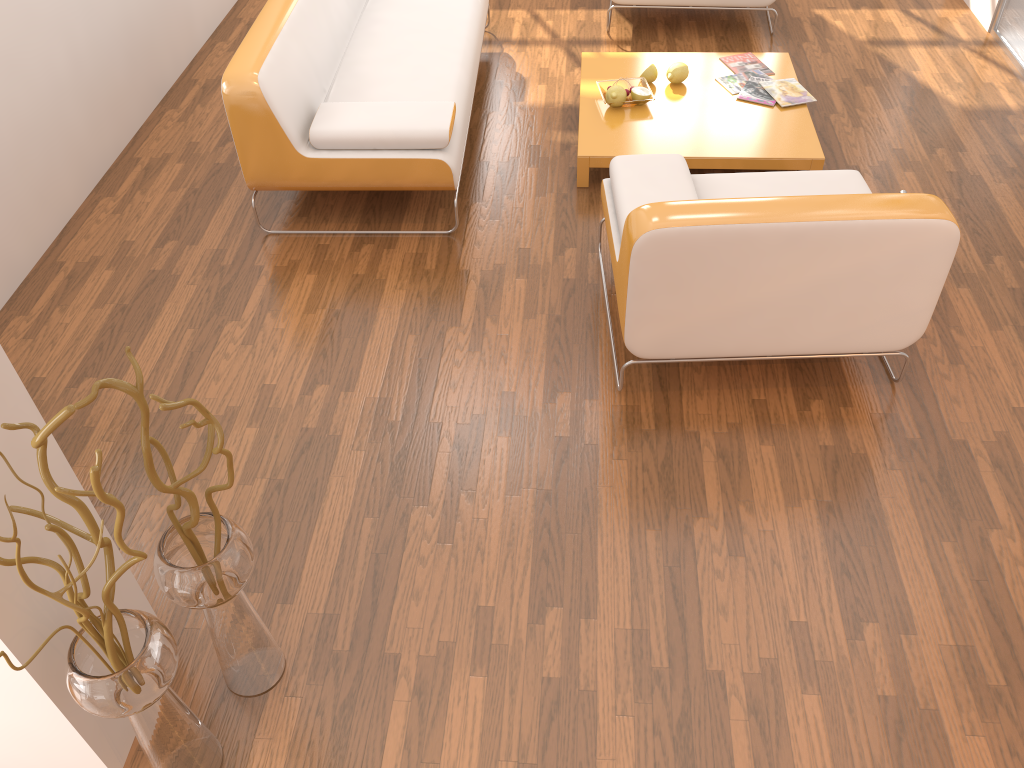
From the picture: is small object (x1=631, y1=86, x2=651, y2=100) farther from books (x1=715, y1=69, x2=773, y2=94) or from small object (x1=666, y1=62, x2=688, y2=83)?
books (x1=715, y1=69, x2=773, y2=94)

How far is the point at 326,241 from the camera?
3.5m

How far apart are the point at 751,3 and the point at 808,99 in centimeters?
104cm

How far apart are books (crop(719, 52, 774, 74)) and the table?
0.0 meters

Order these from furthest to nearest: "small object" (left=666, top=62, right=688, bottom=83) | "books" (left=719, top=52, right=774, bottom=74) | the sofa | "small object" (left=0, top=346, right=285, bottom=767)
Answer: "books" (left=719, top=52, right=774, bottom=74) < "small object" (left=666, top=62, right=688, bottom=83) < the sofa < "small object" (left=0, top=346, right=285, bottom=767)

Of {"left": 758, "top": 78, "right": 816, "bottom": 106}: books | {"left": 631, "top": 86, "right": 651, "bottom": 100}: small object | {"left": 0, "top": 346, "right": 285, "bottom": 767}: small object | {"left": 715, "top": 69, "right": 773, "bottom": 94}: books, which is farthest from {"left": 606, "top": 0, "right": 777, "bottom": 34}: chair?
{"left": 0, "top": 346, "right": 285, "bottom": 767}: small object

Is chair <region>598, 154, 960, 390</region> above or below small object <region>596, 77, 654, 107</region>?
above

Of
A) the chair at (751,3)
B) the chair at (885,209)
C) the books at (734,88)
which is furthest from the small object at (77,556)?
the chair at (751,3)

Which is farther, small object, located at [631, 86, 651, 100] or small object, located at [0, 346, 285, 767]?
small object, located at [631, 86, 651, 100]

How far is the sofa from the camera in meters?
3.3
